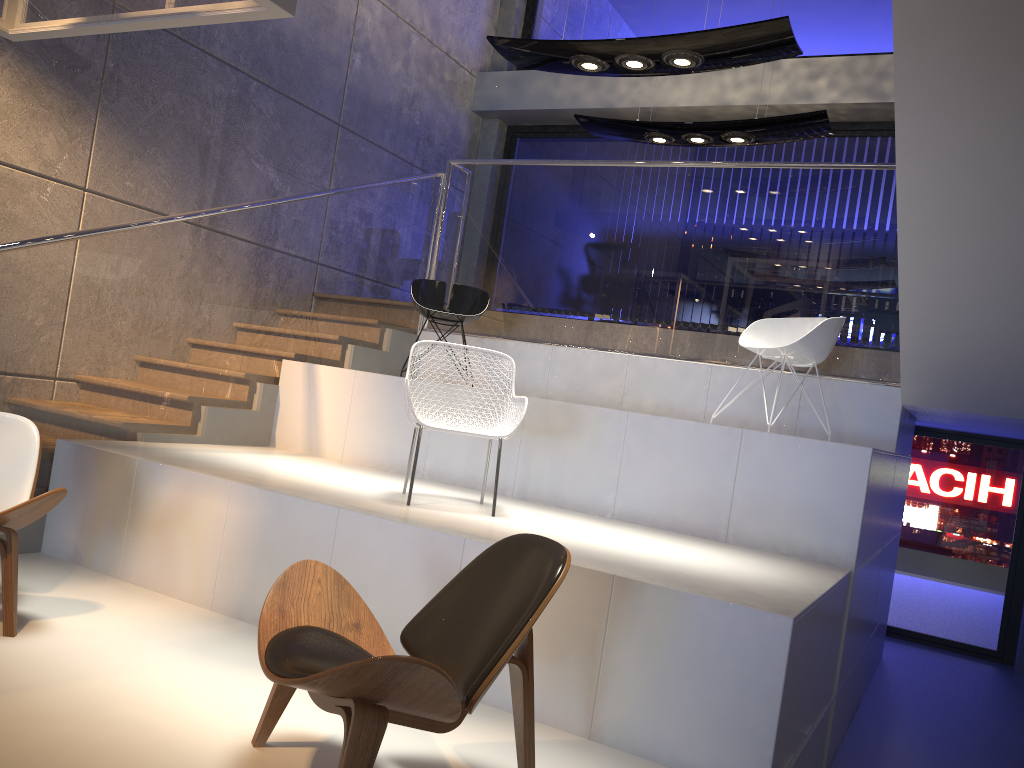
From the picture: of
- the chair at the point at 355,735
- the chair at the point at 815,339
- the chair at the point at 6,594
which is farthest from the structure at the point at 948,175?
the chair at the point at 355,735

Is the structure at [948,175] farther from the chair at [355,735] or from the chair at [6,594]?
the chair at [355,735]

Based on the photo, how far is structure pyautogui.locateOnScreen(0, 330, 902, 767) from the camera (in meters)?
2.85

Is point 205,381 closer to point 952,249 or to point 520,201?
point 520,201

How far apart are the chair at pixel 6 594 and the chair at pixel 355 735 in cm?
122

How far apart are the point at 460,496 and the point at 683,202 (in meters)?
2.93

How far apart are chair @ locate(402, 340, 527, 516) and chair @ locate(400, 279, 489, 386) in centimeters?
175cm

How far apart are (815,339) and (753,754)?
2.8 meters

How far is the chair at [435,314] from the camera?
6.2m

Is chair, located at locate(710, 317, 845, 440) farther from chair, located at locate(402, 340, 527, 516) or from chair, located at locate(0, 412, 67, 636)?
chair, located at locate(0, 412, 67, 636)
